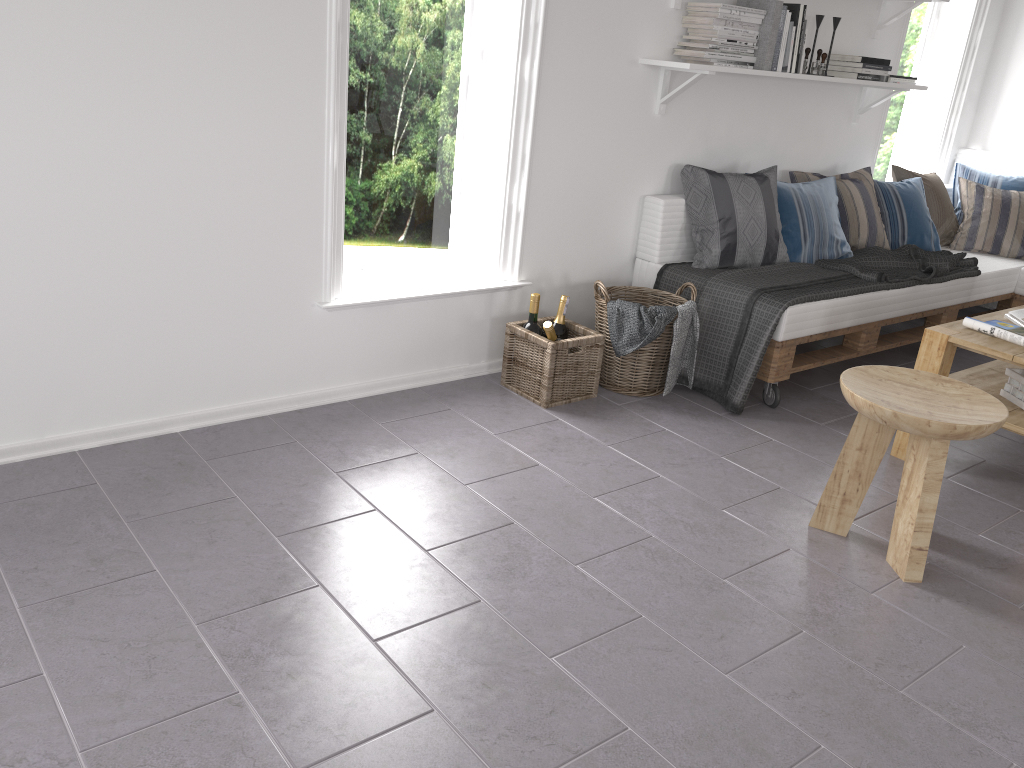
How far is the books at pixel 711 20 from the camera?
3.5 meters

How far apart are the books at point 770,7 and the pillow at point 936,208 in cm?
150

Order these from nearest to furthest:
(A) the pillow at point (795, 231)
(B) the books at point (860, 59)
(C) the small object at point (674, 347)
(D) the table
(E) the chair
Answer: (E) the chair < (D) the table < (C) the small object at point (674, 347) < (A) the pillow at point (795, 231) < (B) the books at point (860, 59)

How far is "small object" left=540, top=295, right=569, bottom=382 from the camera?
3.5 meters

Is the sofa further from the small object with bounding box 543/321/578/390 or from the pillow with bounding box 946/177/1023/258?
the small object with bounding box 543/321/578/390

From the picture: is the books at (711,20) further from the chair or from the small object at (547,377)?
the chair

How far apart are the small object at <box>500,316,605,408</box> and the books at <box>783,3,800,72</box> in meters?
1.6

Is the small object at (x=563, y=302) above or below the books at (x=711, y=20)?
below

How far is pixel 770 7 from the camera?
3.6m

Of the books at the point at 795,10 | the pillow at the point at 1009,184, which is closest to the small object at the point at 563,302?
the books at the point at 795,10
